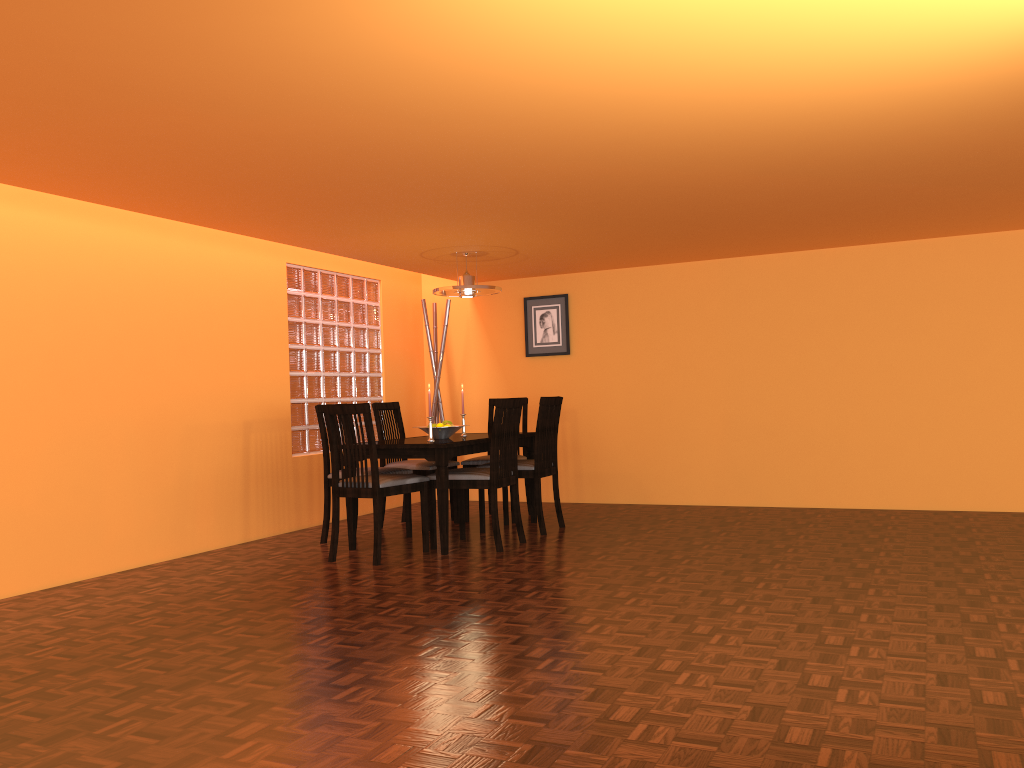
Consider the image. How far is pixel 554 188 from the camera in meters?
3.9

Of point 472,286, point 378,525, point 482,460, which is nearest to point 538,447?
point 482,460

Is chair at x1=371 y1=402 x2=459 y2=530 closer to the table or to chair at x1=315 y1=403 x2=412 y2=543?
the table

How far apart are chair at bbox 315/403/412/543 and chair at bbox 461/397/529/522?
0.7 meters

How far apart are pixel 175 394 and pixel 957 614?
3.86m

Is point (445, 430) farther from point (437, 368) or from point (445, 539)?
point (437, 368)

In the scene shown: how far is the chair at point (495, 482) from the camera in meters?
4.6 m

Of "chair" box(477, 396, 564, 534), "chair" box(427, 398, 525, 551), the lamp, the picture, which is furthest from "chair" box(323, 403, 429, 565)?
the picture

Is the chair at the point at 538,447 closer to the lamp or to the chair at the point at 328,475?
the chair at the point at 328,475

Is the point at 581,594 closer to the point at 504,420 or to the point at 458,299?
the point at 504,420
